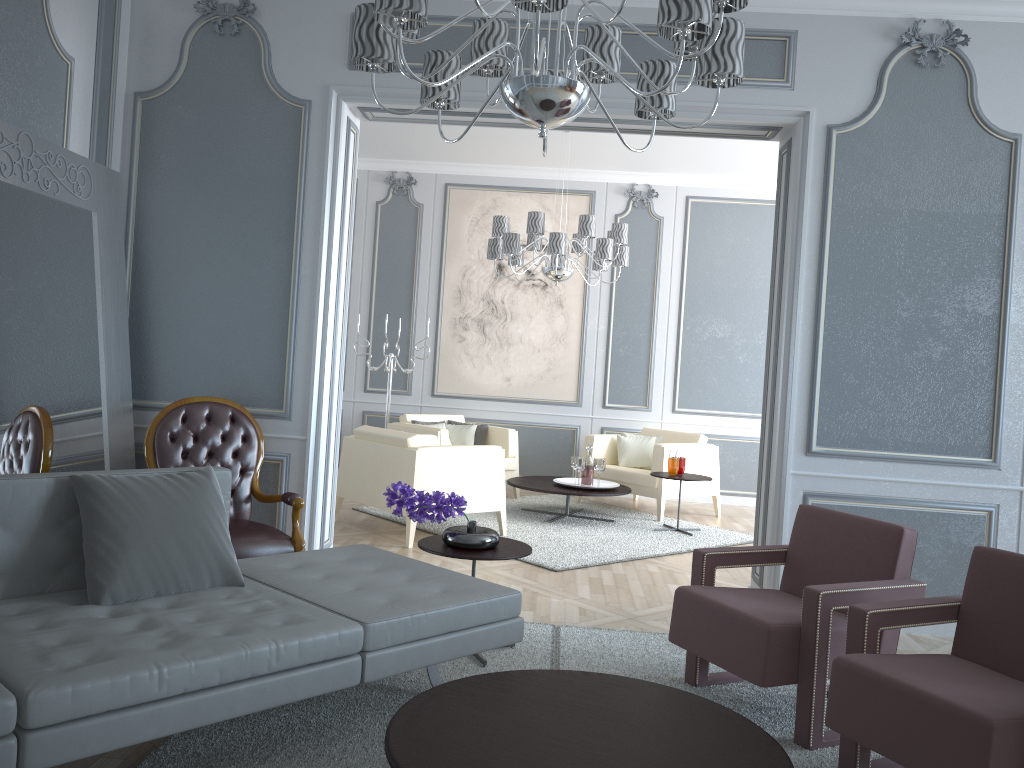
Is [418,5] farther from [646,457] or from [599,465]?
[646,457]

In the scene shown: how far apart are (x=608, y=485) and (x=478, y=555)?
3.36m

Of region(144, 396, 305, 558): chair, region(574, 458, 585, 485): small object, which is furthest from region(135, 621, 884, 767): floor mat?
region(574, 458, 585, 485): small object

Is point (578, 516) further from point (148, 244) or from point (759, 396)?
point (148, 244)

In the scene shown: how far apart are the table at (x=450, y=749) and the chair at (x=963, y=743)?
0.3m

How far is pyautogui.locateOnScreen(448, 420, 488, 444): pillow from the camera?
7.0 meters

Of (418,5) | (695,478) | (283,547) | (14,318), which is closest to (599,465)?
(695,478)

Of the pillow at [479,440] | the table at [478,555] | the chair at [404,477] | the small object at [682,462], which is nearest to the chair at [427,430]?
the pillow at [479,440]

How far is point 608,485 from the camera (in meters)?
6.29

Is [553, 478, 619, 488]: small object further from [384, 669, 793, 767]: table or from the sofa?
[384, 669, 793, 767]: table
